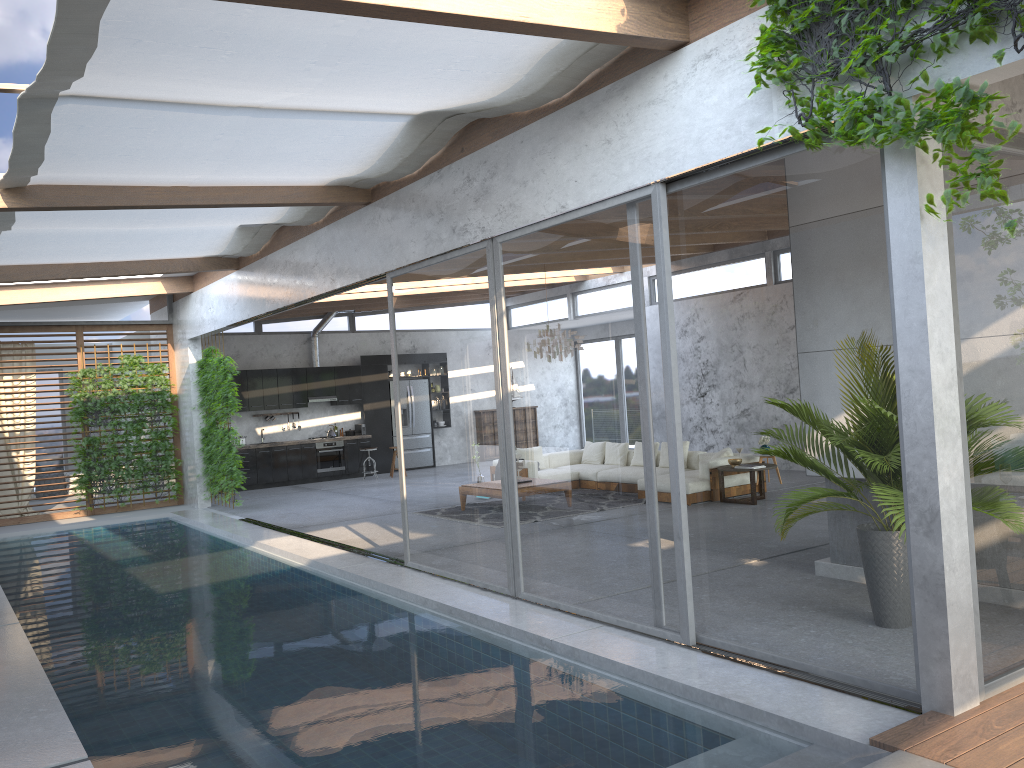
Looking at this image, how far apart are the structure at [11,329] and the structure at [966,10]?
12.81m

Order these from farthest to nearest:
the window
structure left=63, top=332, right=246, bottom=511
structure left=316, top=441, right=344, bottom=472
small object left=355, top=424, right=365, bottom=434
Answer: small object left=355, top=424, right=365, bottom=434 → structure left=316, top=441, right=344, bottom=472 → structure left=63, top=332, right=246, bottom=511 → the window

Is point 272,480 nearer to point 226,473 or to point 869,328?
point 226,473

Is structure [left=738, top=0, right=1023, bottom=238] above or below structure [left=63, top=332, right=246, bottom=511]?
above

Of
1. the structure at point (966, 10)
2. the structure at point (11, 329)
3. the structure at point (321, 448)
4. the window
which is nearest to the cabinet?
the structure at point (321, 448)

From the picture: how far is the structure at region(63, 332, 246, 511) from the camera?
13.3m

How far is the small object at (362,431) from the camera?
18.3m

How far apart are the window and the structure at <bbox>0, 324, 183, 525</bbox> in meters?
0.1 m

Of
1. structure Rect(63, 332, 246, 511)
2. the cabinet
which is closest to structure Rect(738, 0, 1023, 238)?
structure Rect(63, 332, 246, 511)

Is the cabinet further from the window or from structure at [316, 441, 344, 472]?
the window
